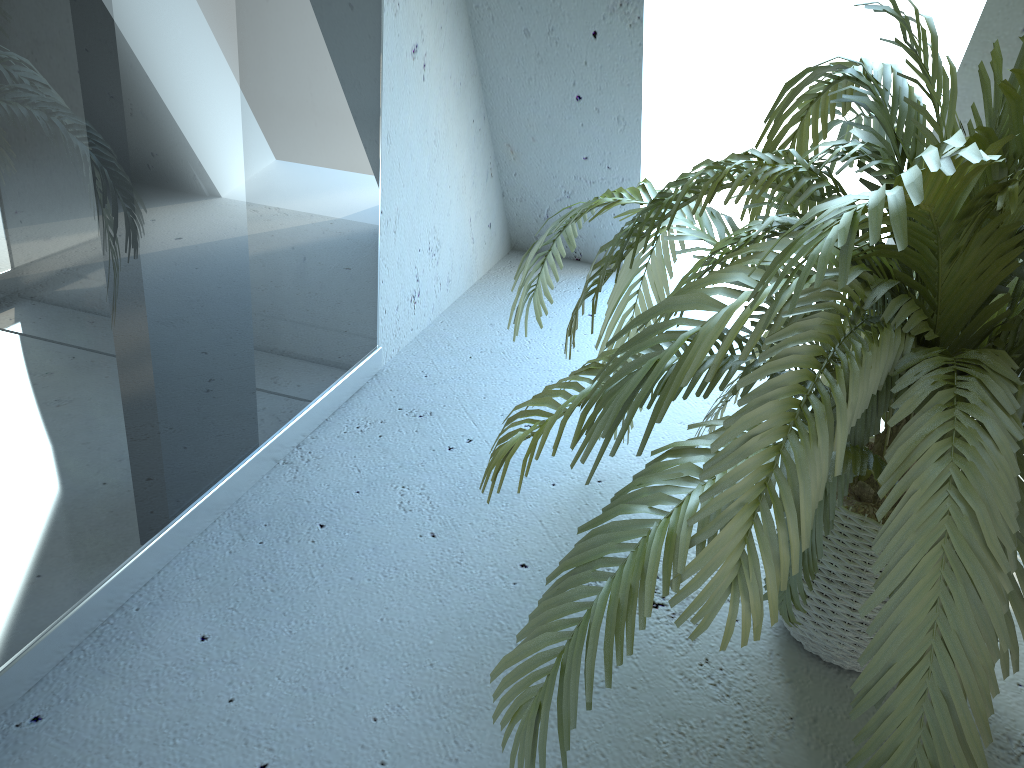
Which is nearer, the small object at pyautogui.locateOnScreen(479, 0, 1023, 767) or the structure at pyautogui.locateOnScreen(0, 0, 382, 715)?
the small object at pyautogui.locateOnScreen(479, 0, 1023, 767)

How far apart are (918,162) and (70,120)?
0.9 meters

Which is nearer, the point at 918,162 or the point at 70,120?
the point at 918,162

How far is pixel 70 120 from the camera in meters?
1.0 m

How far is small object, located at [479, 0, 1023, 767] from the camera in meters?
0.8 m

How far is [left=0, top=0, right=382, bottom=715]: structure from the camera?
1.0 meters

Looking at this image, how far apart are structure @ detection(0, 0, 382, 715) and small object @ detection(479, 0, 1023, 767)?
0.41m
